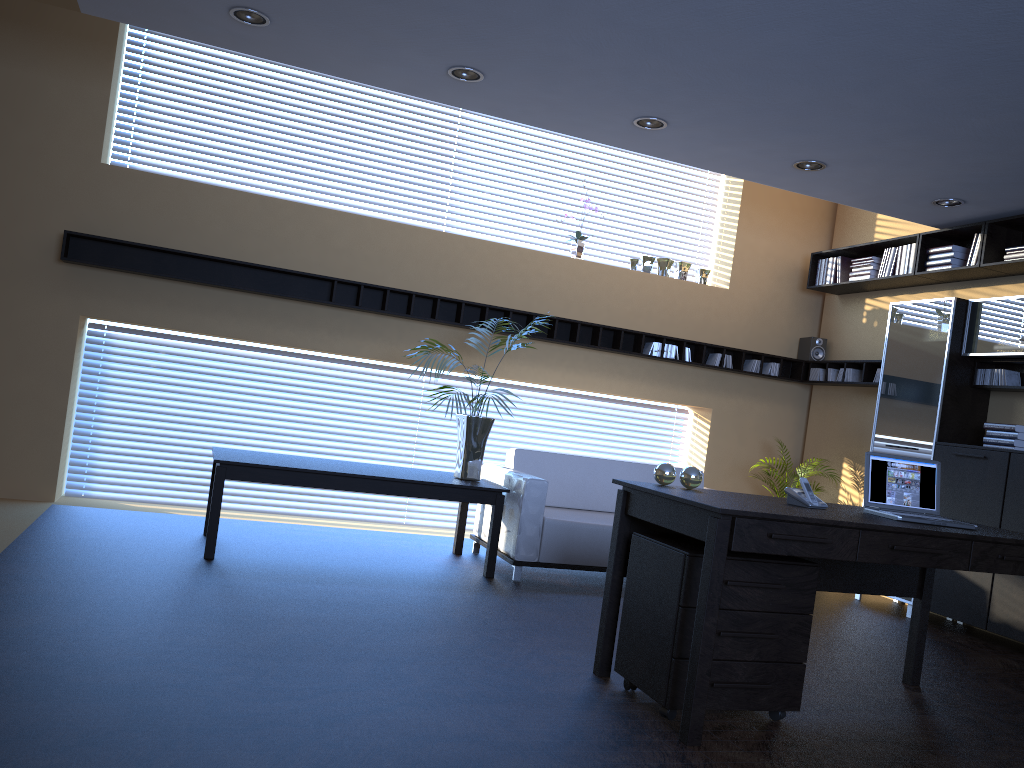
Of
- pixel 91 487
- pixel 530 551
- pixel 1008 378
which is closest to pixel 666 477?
pixel 530 551

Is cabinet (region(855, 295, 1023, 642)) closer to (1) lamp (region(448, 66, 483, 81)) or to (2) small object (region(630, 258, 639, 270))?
(2) small object (region(630, 258, 639, 270))

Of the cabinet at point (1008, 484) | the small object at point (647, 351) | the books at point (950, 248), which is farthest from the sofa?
the books at point (950, 248)

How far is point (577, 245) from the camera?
7.9 meters

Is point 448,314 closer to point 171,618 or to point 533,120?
point 533,120

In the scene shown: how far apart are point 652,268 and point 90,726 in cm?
673

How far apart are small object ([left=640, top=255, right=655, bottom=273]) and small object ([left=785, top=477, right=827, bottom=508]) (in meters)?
4.43

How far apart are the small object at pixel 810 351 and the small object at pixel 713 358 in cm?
97

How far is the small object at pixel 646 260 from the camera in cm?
815

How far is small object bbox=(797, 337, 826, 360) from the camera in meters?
8.4
